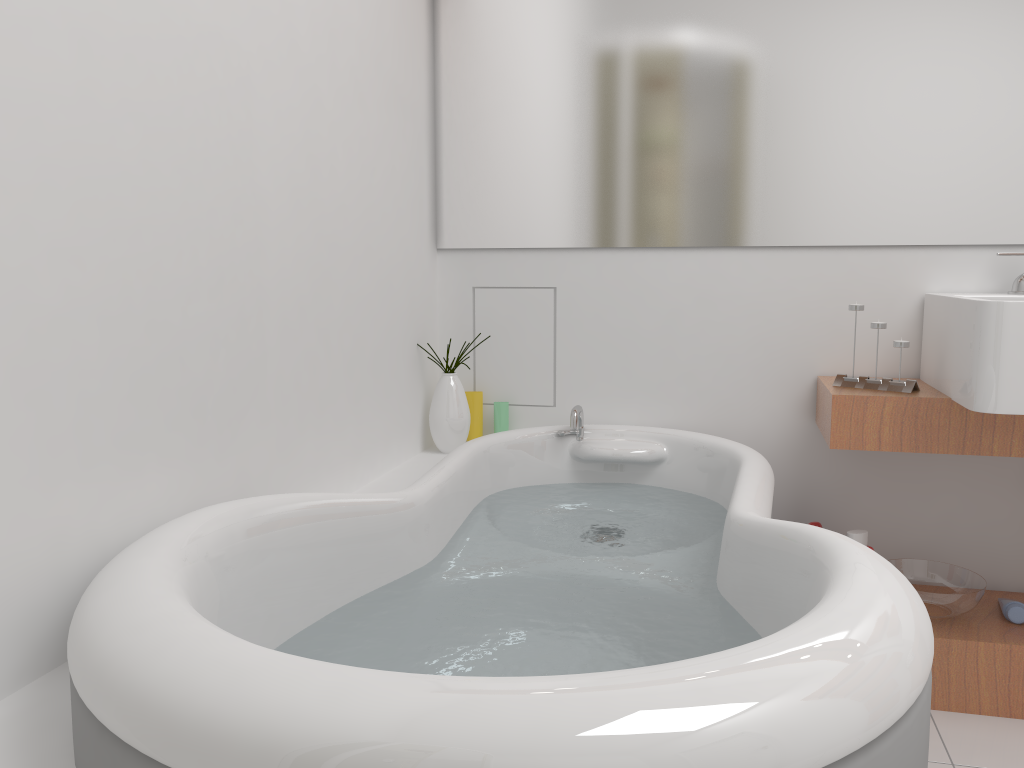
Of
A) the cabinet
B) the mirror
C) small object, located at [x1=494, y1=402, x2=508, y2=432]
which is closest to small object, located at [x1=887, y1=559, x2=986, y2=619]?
the cabinet

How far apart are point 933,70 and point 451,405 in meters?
1.5 m

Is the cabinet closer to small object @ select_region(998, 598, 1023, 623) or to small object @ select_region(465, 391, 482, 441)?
small object @ select_region(998, 598, 1023, 623)

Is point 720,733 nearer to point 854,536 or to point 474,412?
point 854,536

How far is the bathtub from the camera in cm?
69

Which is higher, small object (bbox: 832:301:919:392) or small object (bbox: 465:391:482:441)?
small object (bbox: 832:301:919:392)

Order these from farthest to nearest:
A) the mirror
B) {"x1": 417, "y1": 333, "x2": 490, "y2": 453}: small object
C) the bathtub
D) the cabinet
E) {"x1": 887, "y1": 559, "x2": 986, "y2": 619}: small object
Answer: {"x1": 417, "y1": 333, "x2": 490, "y2": 453}: small object
the mirror
{"x1": 887, "y1": 559, "x2": 986, "y2": 619}: small object
the cabinet
the bathtub

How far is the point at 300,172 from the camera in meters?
1.7

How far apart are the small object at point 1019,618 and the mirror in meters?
0.9 m

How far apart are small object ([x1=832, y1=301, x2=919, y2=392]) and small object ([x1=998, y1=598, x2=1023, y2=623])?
0.56m
